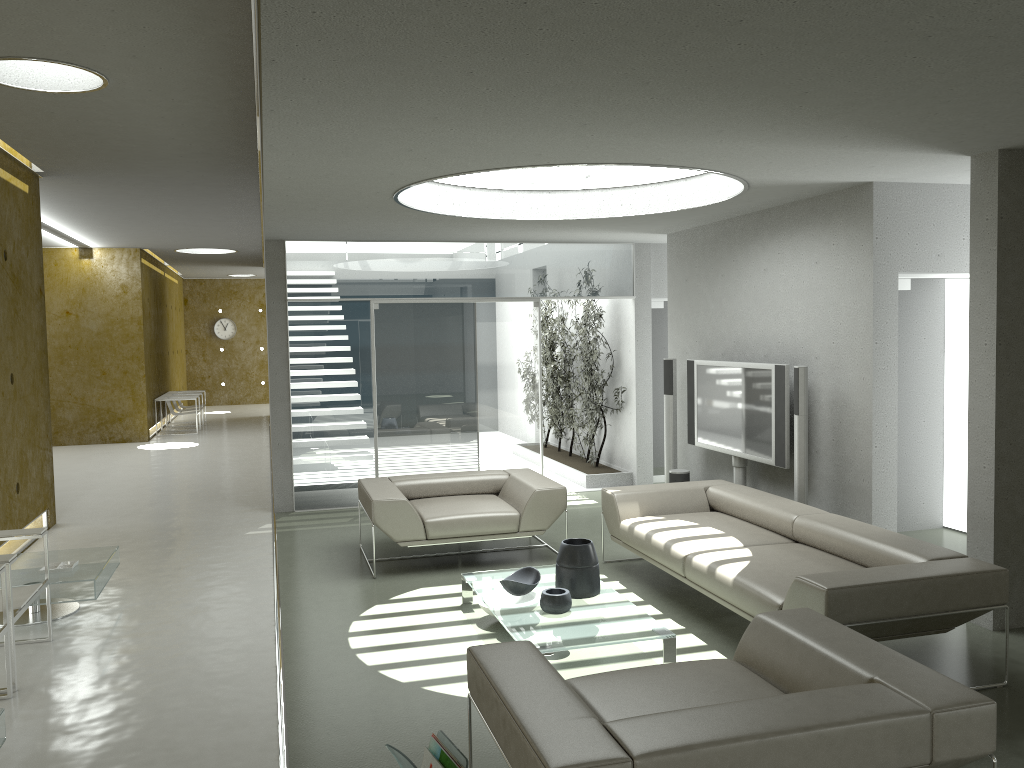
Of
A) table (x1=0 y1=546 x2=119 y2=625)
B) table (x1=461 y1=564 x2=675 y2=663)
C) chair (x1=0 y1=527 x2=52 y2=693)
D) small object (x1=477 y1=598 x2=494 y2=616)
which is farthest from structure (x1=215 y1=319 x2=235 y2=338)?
small object (x1=477 y1=598 x2=494 y2=616)

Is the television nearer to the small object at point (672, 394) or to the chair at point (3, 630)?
the small object at point (672, 394)

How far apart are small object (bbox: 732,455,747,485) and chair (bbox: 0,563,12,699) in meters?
5.3

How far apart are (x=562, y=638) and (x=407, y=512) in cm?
220

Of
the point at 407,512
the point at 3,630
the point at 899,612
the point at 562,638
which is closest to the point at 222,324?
the point at 407,512

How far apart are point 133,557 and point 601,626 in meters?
4.3 m

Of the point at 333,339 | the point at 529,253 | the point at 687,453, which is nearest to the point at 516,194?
the point at 529,253

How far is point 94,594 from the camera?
5.4m

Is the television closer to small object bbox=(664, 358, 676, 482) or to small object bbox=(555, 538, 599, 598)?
small object bbox=(664, 358, 676, 482)

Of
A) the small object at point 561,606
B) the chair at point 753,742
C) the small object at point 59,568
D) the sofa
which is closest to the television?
the sofa
